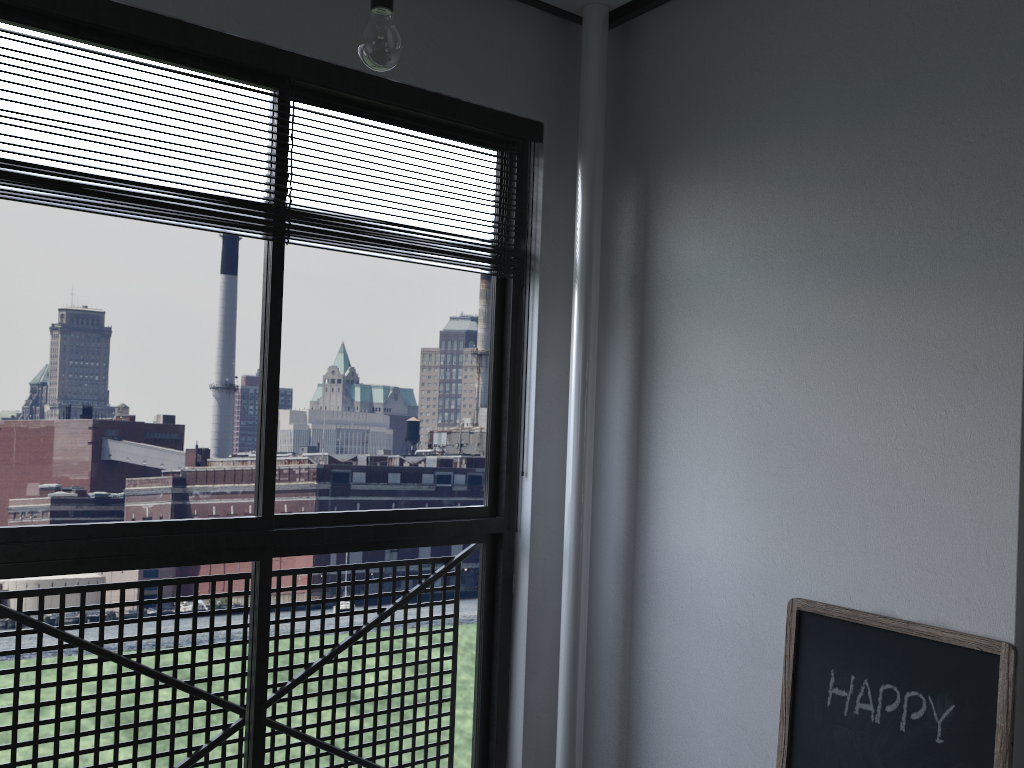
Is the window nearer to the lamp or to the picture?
the lamp

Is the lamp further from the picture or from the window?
the picture

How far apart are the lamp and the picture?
1.5m

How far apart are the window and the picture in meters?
0.9 m

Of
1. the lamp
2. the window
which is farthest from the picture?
the lamp

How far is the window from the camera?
1.9 meters

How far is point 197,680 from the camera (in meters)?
2.24

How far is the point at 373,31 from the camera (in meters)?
1.55

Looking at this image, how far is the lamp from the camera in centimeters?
155cm

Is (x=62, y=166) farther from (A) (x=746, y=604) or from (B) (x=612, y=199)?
(A) (x=746, y=604)
